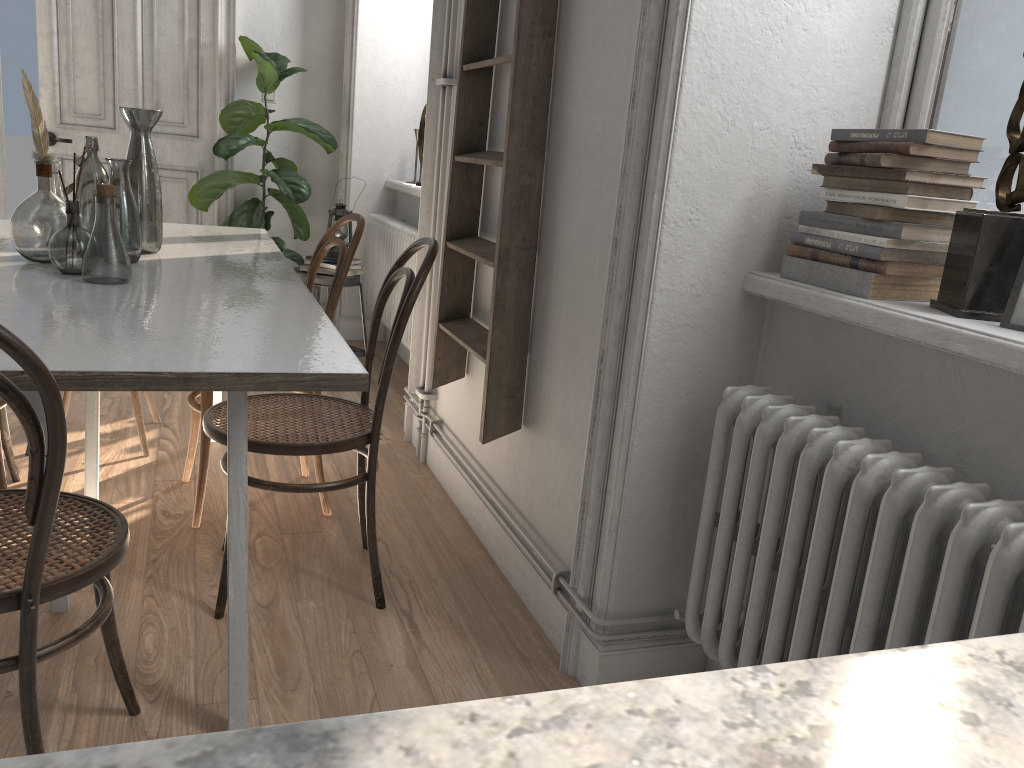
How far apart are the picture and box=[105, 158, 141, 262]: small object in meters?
1.9

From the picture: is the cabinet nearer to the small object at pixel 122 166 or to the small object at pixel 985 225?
the small object at pixel 985 225

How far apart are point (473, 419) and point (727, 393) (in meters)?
1.28

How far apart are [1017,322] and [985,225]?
0.2 meters

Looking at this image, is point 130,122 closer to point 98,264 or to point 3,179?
point 98,264

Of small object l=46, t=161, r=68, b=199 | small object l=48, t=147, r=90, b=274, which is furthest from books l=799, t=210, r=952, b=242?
small object l=46, t=161, r=68, b=199

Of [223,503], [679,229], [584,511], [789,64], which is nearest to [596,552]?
[584,511]

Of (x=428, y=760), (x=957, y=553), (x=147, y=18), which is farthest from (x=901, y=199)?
(x=147, y=18)

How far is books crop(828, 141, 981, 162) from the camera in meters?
1.5

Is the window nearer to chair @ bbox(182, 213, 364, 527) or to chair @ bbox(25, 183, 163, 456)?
chair @ bbox(182, 213, 364, 527)
